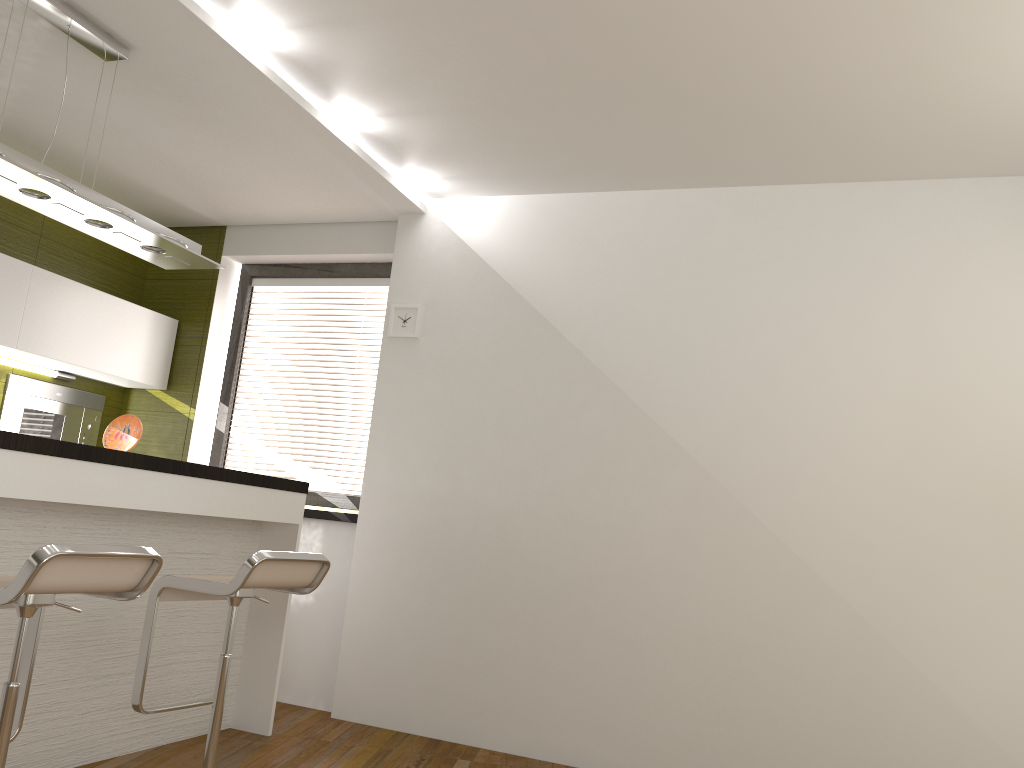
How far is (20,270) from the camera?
4.4 meters

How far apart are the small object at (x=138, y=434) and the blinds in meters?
1.5

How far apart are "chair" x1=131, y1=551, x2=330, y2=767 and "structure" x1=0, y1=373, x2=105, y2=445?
2.23m

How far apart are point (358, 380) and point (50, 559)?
3.1 meters

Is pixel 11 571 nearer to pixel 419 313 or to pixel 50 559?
pixel 50 559

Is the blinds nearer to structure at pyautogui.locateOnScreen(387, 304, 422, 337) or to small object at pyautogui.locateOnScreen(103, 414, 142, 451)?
structure at pyautogui.locateOnScreen(387, 304, 422, 337)

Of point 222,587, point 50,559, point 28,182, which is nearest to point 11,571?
point 222,587

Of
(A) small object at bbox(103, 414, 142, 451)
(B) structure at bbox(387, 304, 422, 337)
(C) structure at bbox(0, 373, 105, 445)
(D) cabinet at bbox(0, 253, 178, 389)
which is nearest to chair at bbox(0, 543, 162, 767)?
(A) small object at bbox(103, 414, 142, 451)

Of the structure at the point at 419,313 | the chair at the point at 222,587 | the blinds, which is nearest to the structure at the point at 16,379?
the blinds

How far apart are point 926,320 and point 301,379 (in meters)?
11.41
